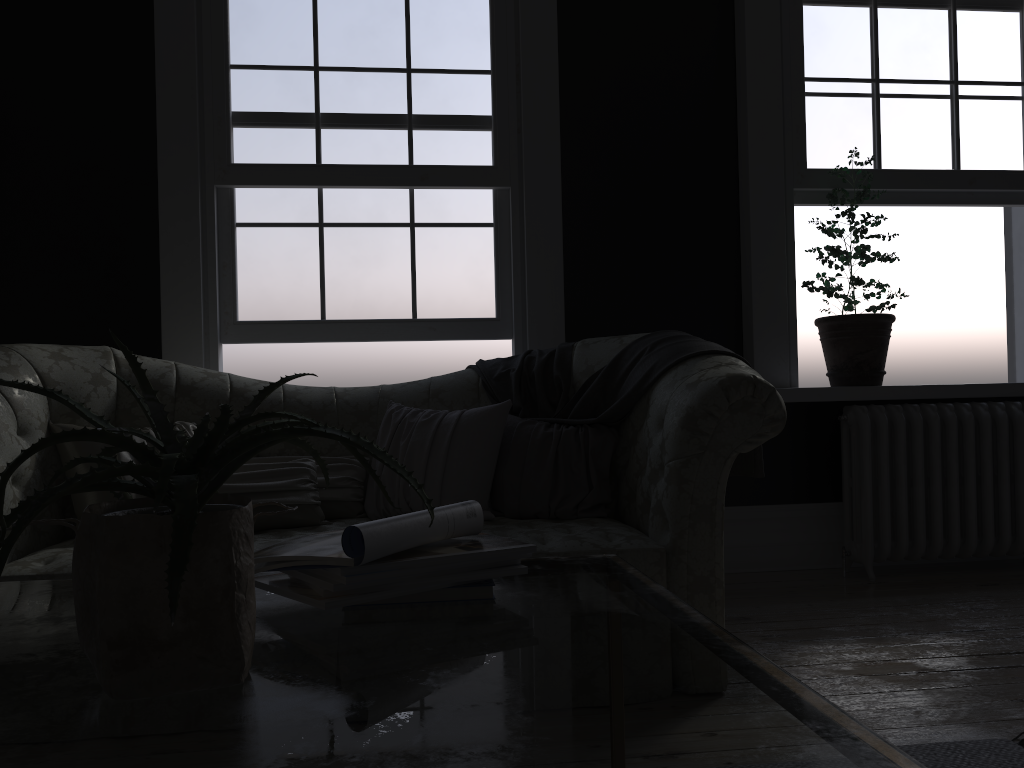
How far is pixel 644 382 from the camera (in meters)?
3.14

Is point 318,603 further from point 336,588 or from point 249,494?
point 249,494

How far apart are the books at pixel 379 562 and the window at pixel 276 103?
2.8 meters

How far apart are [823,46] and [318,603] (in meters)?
4.24

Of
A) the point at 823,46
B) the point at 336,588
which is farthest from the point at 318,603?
the point at 823,46

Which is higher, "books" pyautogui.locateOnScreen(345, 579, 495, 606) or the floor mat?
"books" pyautogui.locateOnScreen(345, 579, 495, 606)

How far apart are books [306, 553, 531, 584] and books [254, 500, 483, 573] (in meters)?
0.02

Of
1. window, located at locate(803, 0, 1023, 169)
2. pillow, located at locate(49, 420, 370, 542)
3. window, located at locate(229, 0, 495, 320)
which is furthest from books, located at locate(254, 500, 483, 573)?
window, located at locate(803, 0, 1023, 169)

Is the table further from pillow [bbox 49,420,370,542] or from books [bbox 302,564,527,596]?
pillow [bbox 49,420,370,542]

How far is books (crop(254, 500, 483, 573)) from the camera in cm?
120
